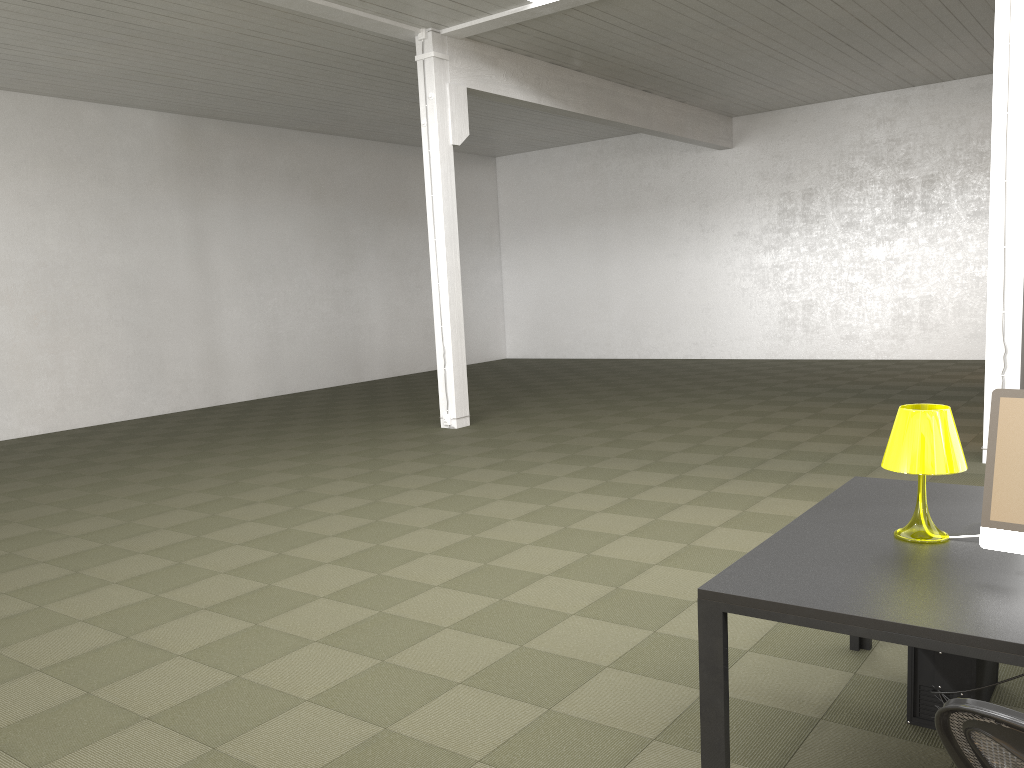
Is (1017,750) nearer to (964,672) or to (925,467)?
(925,467)

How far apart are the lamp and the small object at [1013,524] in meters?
0.2 m

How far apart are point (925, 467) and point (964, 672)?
0.8m

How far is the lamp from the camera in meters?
2.8 m

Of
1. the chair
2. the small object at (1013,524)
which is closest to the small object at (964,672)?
the small object at (1013,524)

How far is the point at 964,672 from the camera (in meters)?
3.05

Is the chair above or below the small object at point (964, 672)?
above

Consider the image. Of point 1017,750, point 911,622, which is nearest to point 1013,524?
point 911,622

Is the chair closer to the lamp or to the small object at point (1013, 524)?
the small object at point (1013, 524)

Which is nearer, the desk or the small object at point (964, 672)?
the desk
